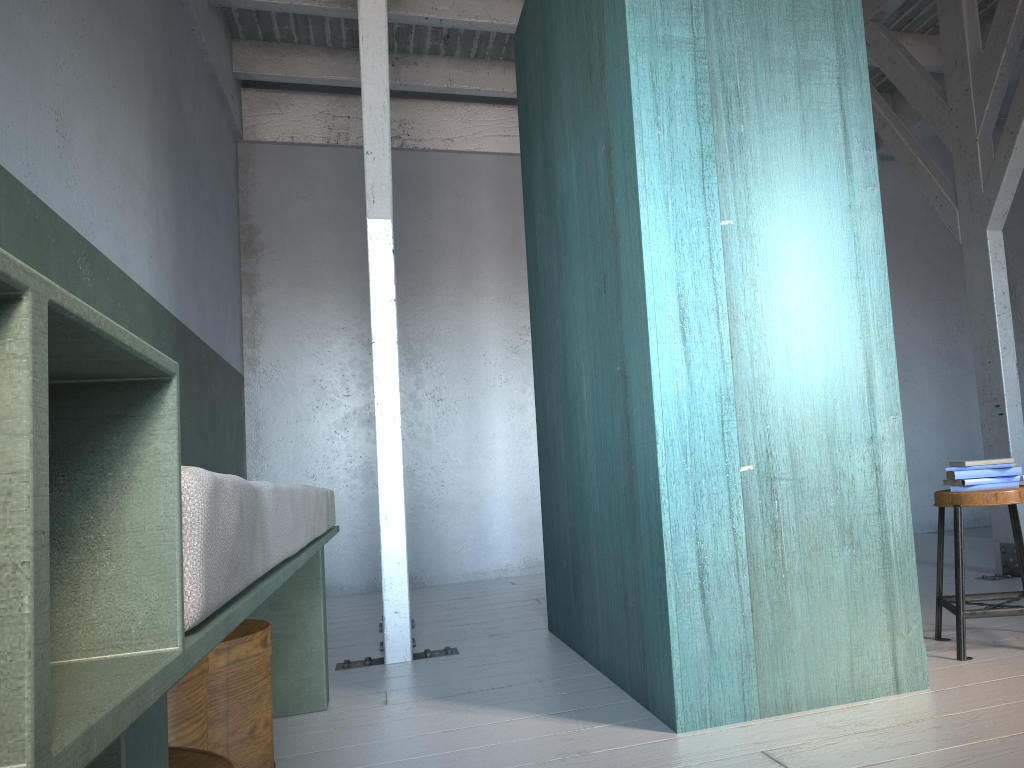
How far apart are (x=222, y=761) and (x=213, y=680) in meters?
1.0 m

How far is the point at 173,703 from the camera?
1.9m

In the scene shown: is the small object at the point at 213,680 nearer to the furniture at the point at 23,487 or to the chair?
the furniture at the point at 23,487

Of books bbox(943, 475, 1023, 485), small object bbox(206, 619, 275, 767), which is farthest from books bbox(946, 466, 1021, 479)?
small object bbox(206, 619, 275, 767)

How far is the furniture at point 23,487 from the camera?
0.47m

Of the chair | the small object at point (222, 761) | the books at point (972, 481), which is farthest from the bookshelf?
A: the small object at point (222, 761)

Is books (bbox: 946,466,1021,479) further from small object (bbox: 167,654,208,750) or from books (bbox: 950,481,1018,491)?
small object (bbox: 167,654,208,750)

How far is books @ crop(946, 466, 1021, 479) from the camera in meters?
3.2

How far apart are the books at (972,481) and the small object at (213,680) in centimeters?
251cm

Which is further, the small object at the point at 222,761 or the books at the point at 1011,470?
the books at the point at 1011,470
